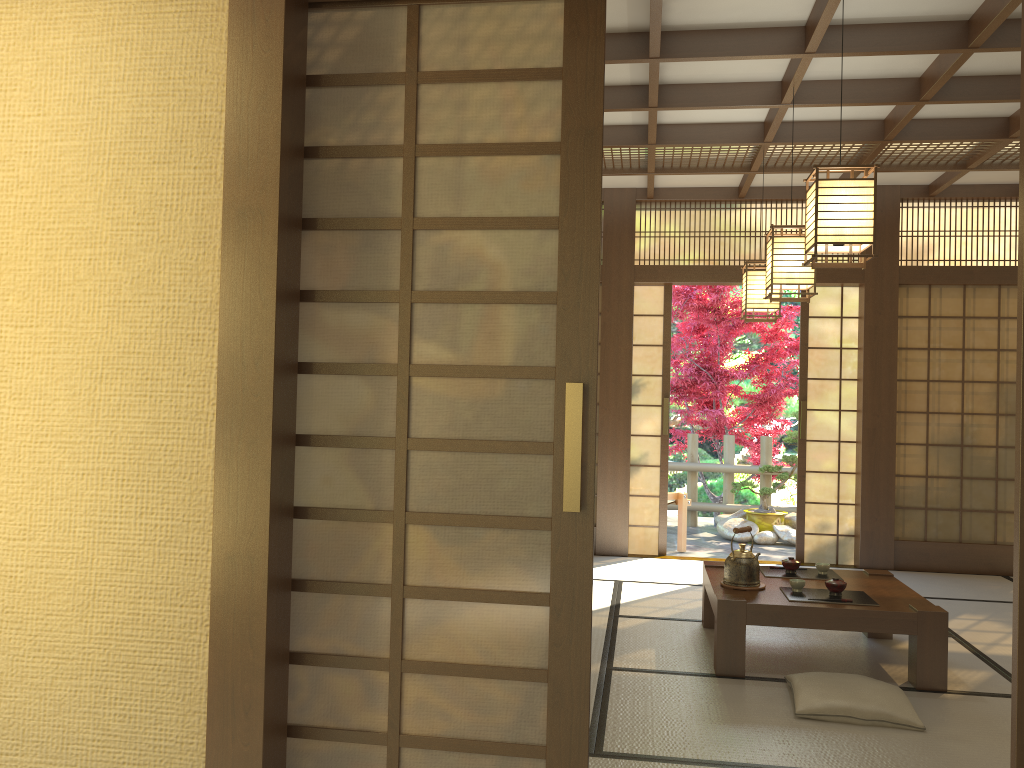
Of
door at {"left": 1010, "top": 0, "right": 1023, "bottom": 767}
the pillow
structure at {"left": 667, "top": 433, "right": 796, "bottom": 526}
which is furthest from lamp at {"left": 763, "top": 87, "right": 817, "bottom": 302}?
structure at {"left": 667, "top": 433, "right": 796, "bottom": 526}

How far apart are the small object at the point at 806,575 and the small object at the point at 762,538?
3.8 meters

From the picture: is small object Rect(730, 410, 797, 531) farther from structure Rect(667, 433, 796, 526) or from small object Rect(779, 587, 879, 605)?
small object Rect(779, 587, 879, 605)

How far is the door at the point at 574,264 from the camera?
2.1 meters

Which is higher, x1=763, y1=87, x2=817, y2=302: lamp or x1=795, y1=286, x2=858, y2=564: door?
x1=763, y1=87, x2=817, y2=302: lamp

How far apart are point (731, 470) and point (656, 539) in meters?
2.6

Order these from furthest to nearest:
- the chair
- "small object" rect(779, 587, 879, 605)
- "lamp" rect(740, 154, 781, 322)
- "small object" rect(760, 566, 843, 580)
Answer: the chair, "lamp" rect(740, 154, 781, 322), "small object" rect(760, 566, 843, 580), "small object" rect(779, 587, 879, 605)

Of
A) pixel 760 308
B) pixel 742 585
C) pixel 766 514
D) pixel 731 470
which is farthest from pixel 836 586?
pixel 731 470

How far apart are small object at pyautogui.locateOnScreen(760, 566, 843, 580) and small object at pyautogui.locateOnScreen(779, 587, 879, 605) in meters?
0.4 m

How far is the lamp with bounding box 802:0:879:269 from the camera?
3.32m
